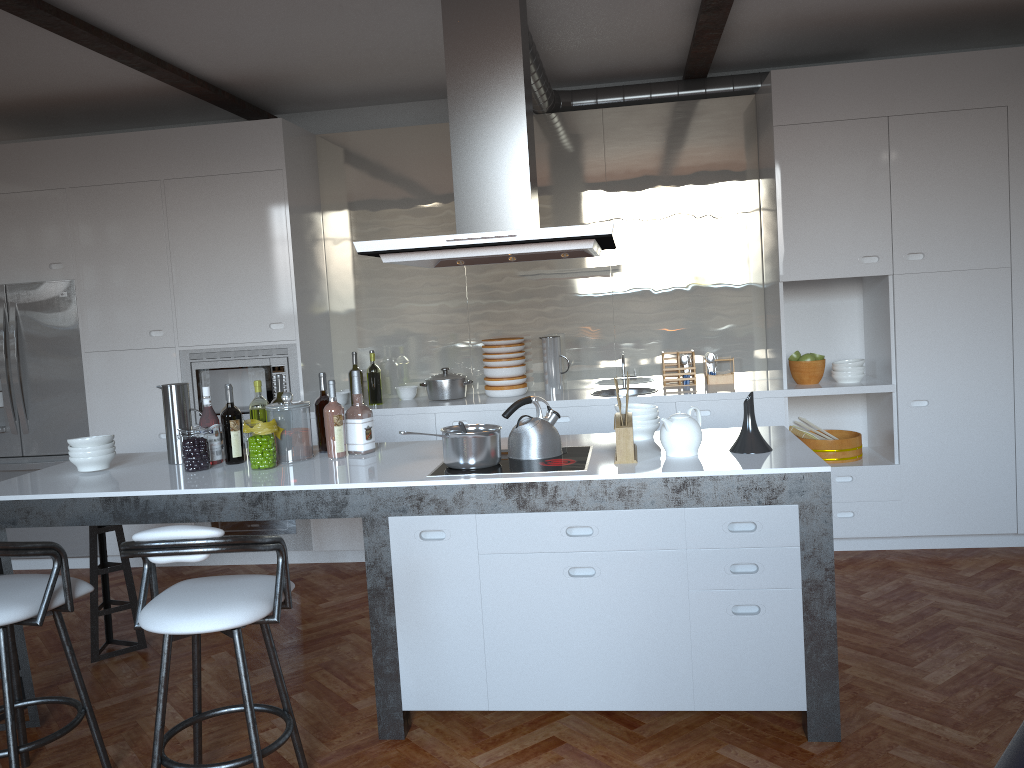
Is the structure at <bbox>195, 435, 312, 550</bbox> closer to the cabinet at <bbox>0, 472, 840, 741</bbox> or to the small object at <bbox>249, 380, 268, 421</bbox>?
the cabinet at <bbox>0, 472, 840, 741</bbox>

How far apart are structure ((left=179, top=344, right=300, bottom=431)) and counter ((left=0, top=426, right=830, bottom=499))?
1.3m

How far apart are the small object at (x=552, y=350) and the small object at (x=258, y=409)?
2.1 meters

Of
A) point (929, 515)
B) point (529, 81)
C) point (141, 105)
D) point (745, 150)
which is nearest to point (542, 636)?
point (529, 81)

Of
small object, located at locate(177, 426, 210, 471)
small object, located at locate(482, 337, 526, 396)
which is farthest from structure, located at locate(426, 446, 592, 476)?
small object, located at locate(482, 337, 526, 396)

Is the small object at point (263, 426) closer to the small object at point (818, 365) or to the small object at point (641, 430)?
the small object at point (641, 430)

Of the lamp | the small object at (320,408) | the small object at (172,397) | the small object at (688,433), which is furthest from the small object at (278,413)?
the lamp

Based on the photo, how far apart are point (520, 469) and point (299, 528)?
2.7 meters

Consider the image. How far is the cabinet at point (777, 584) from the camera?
3.0m

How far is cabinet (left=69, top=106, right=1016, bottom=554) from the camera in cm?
474
